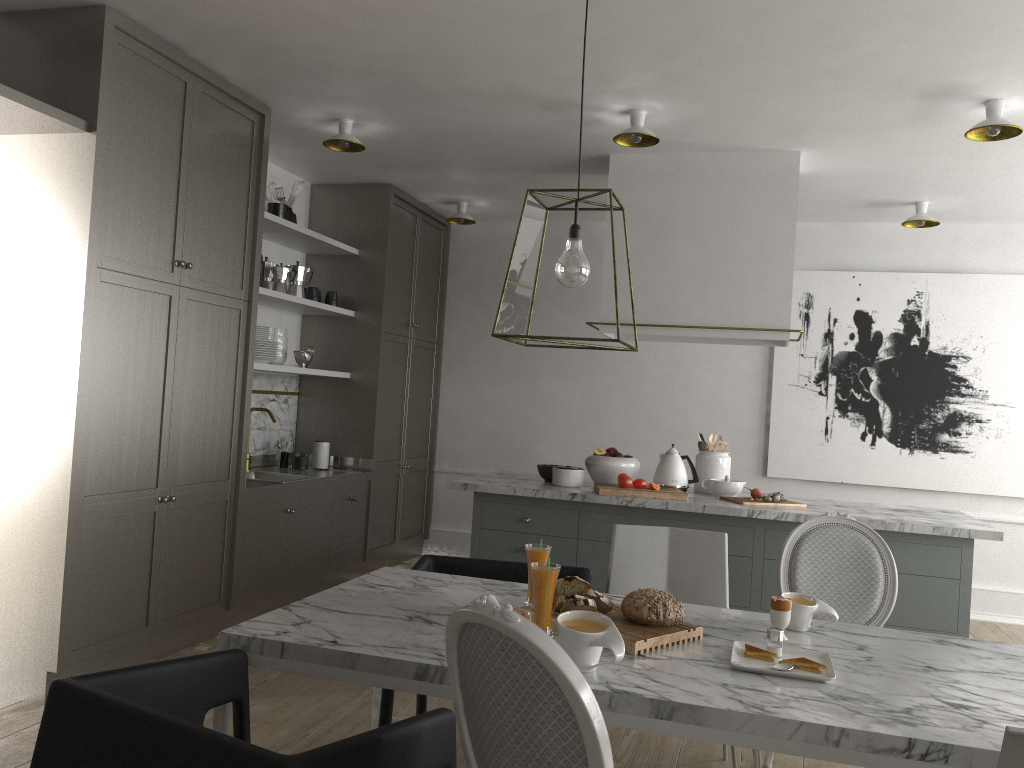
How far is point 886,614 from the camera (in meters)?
2.72

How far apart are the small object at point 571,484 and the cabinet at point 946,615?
0.0 meters

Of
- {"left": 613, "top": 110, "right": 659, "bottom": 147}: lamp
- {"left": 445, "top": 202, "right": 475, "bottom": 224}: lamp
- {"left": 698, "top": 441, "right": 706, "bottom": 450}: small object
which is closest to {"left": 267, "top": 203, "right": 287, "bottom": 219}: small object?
{"left": 445, "top": 202, "right": 475, "bottom": 224}: lamp

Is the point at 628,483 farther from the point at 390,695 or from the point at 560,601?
the point at 560,601

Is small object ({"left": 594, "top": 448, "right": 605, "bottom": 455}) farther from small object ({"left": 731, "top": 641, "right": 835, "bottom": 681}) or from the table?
small object ({"left": 731, "top": 641, "right": 835, "bottom": 681})

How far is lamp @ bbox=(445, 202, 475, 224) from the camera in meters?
5.6

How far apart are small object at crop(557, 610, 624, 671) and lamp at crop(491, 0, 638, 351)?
0.6m

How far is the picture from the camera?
5.28m

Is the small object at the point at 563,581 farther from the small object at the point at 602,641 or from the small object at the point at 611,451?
the small object at the point at 611,451

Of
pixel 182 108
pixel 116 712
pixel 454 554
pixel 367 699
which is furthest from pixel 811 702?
pixel 454 554
